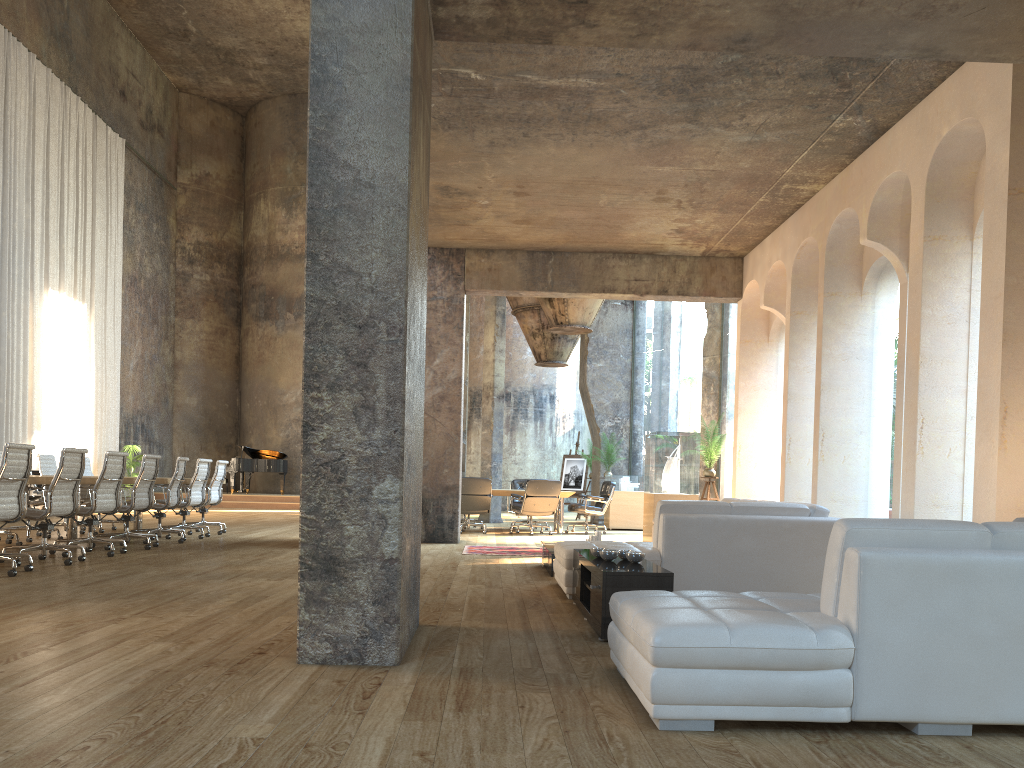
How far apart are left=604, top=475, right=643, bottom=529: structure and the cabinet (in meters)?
10.23

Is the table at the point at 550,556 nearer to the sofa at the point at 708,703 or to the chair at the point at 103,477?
the sofa at the point at 708,703

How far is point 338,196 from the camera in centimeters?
392cm

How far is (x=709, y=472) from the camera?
12.24m

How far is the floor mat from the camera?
10.05m

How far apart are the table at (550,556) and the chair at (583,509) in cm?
611

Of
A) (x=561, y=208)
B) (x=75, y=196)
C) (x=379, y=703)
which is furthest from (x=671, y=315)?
(x=379, y=703)

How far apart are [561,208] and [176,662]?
7.3m

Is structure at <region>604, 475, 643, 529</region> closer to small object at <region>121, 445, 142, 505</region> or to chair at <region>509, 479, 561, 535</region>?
chair at <region>509, 479, 561, 535</region>

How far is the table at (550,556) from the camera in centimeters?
771cm
